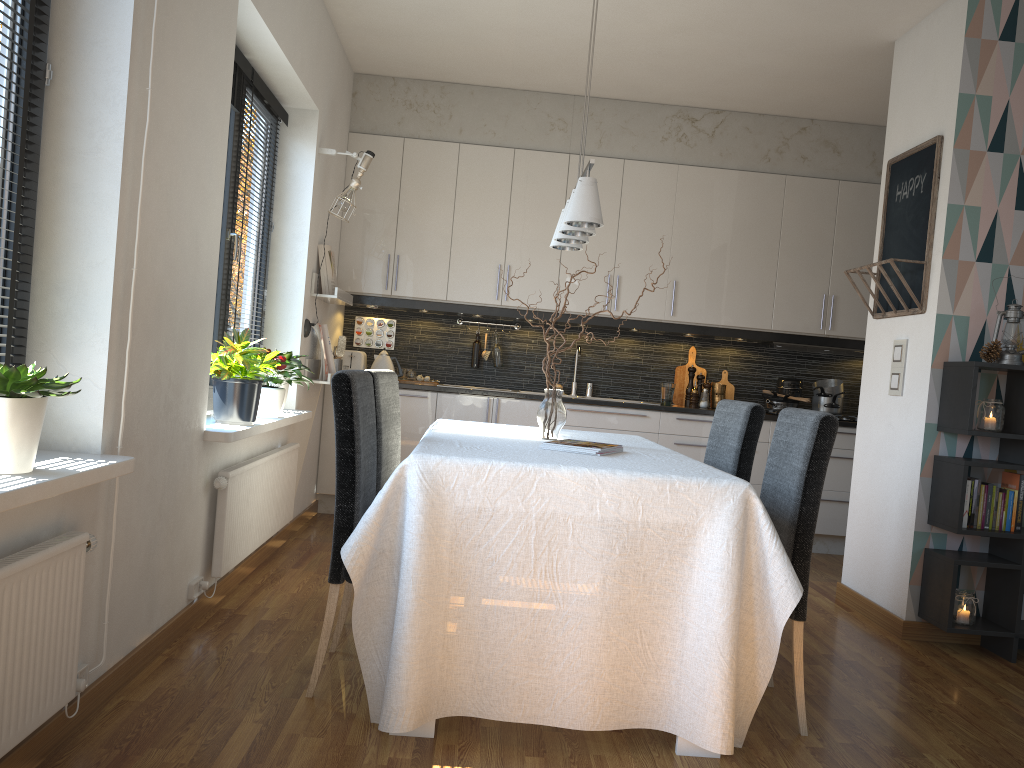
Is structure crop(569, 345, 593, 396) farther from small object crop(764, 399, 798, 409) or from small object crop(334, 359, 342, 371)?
small object crop(334, 359, 342, 371)

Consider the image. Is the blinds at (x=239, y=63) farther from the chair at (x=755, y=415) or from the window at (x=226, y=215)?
the chair at (x=755, y=415)

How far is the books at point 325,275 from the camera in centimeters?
496cm

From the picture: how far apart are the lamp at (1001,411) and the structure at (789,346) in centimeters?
224cm

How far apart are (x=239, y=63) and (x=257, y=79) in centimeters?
29cm

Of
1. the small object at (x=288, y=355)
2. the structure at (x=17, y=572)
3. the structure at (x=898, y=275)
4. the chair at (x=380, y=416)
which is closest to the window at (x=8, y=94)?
the structure at (x=17, y=572)

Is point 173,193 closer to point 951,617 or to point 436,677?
point 436,677

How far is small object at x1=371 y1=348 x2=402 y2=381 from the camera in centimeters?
571cm

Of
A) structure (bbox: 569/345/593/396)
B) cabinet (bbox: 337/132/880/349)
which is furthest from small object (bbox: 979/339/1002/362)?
structure (bbox: 569/345/593/396)

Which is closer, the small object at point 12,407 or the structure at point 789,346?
the small object at point 12,407
